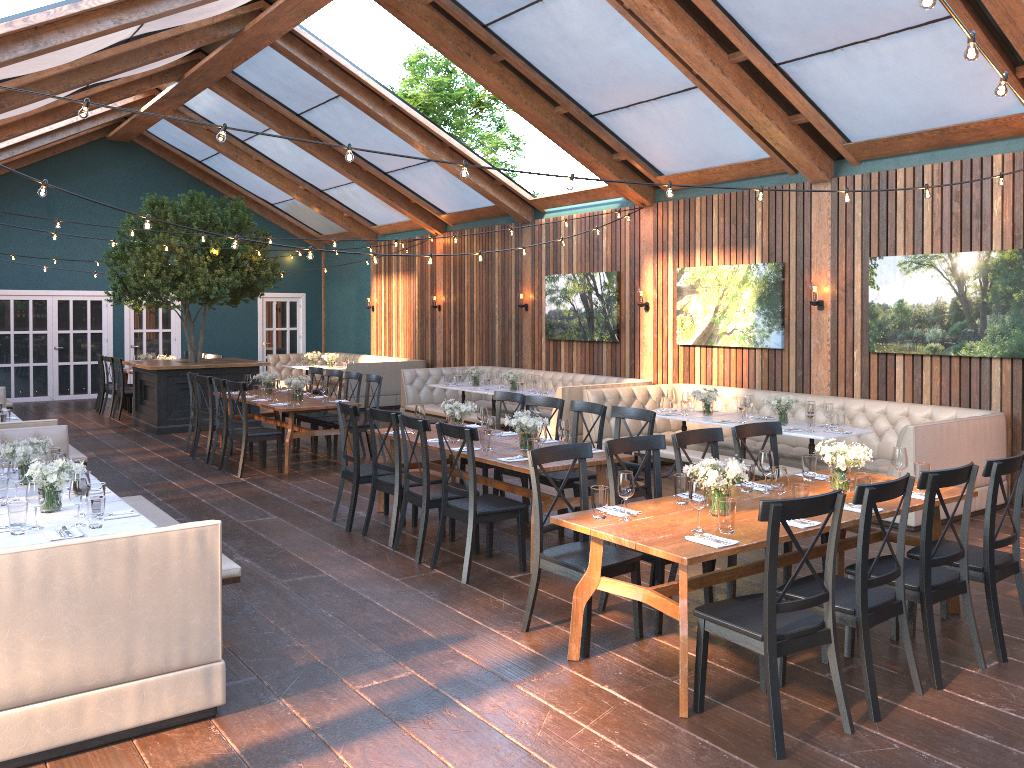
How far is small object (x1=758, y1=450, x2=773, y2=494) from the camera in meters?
5.1 m

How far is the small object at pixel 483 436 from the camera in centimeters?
665cm

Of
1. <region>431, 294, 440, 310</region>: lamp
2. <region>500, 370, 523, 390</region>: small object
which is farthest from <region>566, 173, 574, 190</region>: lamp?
<region>431, 294, 440, 310</region>: lamp

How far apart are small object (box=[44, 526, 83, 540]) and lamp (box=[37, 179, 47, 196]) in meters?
2.5 m

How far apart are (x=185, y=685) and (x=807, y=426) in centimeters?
602cm

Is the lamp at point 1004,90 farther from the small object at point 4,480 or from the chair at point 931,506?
the small object at point 4,480

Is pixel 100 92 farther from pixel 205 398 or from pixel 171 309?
pixel 205 398

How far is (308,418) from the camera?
11.2m

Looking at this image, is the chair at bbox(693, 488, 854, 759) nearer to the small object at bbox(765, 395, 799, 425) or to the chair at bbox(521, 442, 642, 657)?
the chair at bbox(521, 442, 642, 657)

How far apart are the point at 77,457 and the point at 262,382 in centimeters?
266cm
